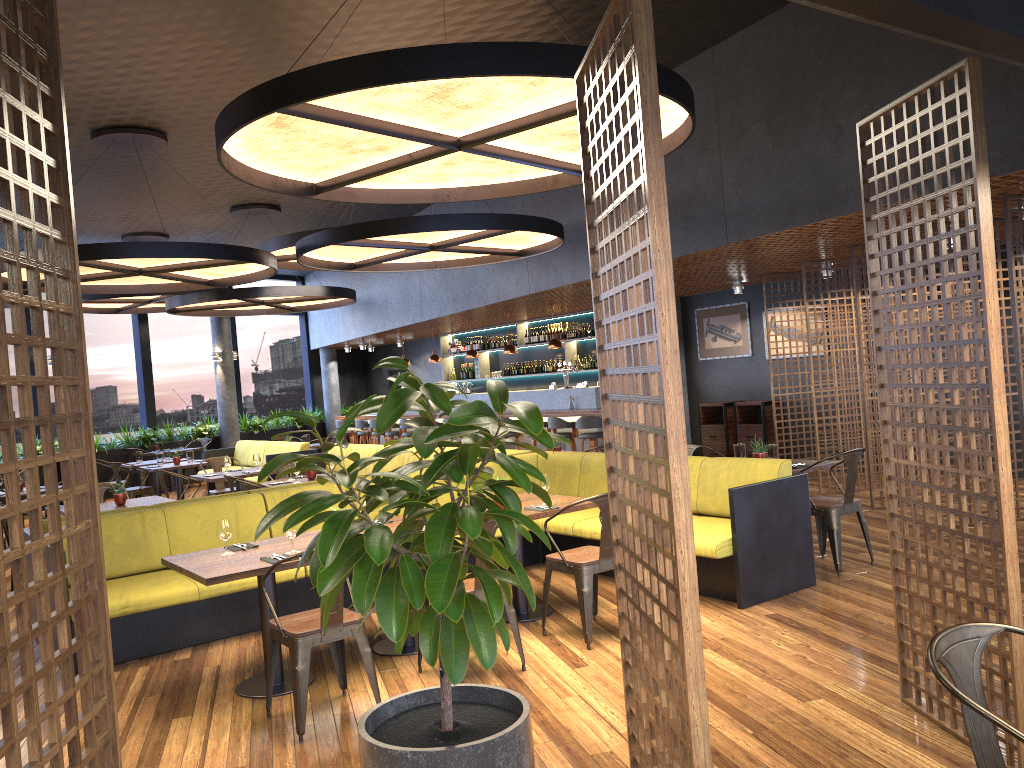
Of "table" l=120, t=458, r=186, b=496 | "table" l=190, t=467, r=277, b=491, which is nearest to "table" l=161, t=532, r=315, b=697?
"table" l=190, t=467, r=277, b=491

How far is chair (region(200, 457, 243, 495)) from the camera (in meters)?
11.32

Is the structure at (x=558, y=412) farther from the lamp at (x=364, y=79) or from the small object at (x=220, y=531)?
the small object at (x=220, y=531)

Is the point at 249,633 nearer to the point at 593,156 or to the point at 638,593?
the point at 638,593

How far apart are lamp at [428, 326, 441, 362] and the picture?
5.1 meters

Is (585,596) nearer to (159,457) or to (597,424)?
(597,424)

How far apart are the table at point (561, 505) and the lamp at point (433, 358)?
10.2m

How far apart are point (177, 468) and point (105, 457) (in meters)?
4.66

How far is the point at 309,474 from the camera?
9.11m

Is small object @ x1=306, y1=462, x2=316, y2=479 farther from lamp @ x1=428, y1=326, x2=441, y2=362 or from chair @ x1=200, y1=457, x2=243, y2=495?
lamp @ x1=428, y1=326, x2=441, y2=362
